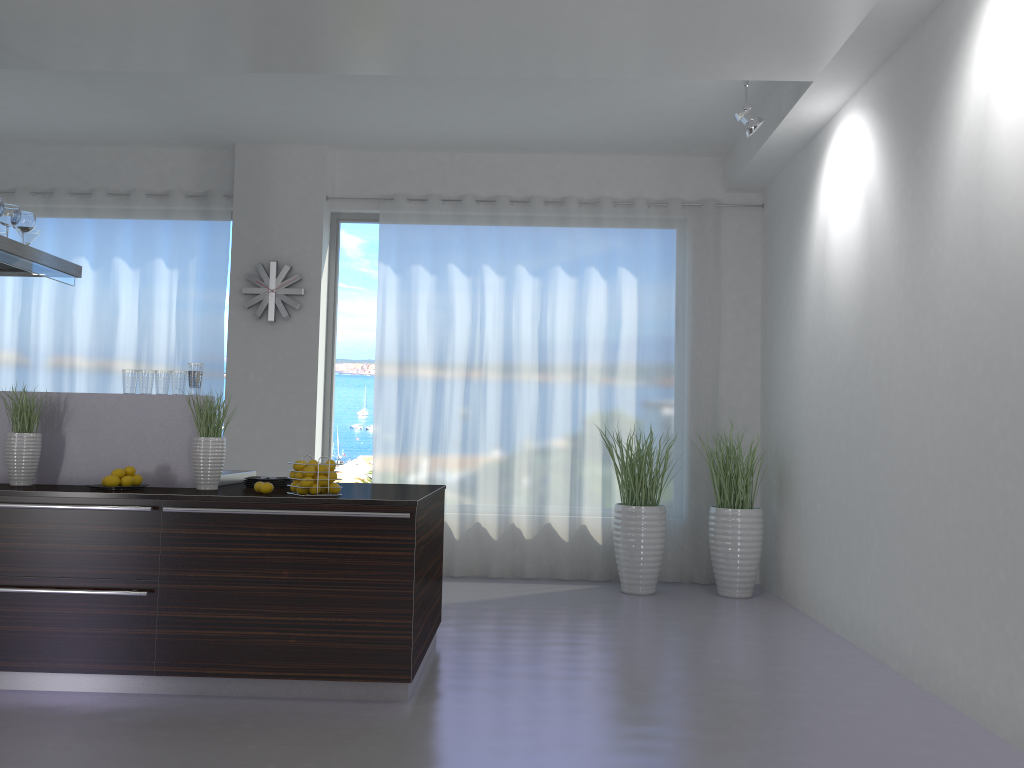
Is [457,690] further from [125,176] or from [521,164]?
[125,176]

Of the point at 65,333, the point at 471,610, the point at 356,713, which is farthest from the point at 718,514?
the point at 65,333

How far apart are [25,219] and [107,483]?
1.9m

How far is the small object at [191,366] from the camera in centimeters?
432cm

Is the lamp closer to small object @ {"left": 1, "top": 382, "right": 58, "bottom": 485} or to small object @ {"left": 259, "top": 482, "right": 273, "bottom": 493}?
small object @ {"left": 259, "top": 482, "right": 273, "bottom": 493}

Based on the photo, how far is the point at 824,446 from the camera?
5.6m

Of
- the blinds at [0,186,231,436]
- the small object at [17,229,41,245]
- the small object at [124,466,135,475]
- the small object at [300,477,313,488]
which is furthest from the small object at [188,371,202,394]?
the blinds at [0,186,231,436]

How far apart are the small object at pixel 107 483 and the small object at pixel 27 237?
1.98m

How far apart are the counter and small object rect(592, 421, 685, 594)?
2.2 meters

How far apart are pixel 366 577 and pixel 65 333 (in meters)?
4.87
